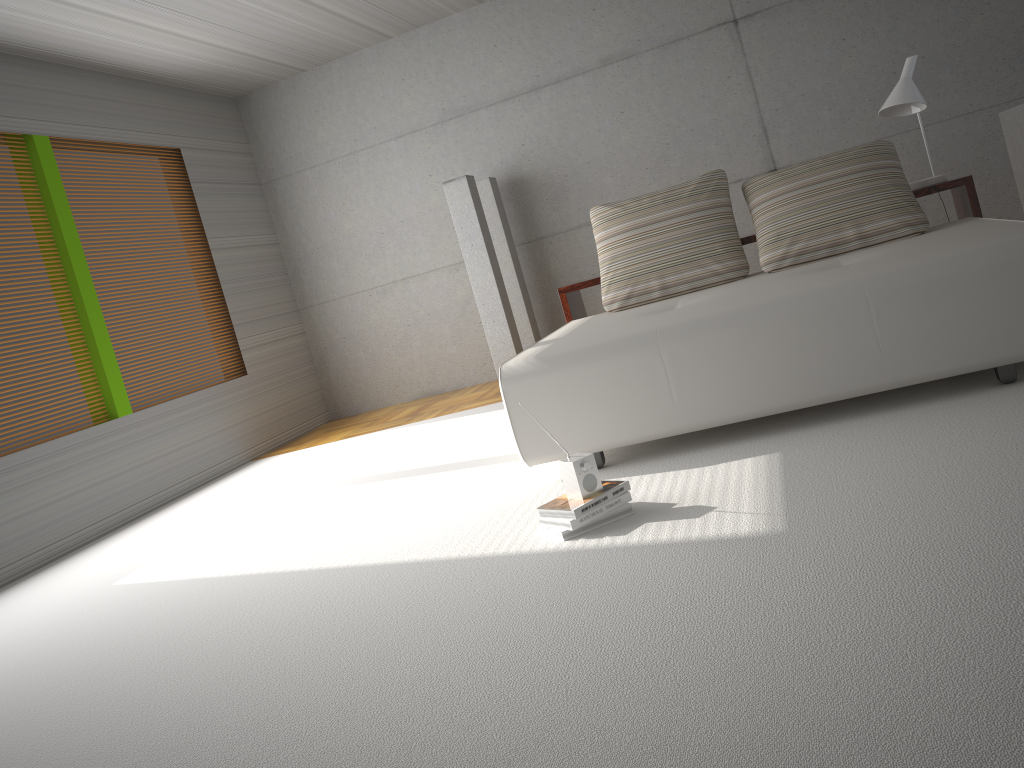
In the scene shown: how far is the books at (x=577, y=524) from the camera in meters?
2.9 m

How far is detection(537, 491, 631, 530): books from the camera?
2.88m

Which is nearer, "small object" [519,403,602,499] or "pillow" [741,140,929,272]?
"small object" [519,403,602,499]

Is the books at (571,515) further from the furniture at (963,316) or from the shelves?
the shelves

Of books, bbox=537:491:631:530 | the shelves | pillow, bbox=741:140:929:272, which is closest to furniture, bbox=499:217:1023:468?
pillow, bbox=741:140:929:272

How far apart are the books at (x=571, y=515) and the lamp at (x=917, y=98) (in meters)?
2.74

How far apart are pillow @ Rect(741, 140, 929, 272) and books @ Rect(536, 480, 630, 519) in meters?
1.9 m

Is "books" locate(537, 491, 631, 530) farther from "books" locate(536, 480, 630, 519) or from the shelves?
the shelves

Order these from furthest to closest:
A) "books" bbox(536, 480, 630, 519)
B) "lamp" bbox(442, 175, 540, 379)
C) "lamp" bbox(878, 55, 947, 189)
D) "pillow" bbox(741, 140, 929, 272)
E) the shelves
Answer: "lamp" bbox(442, 175, 540, 379) → "lamp" bbox(878, 55, 947, 189) → the shelves → "pillow" bbox(741, 140, 929, 272) → "books" bbox(536, 480, 630, 519)

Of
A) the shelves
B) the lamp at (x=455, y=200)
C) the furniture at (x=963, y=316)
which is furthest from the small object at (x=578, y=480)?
the lamp at (x=455, y=200)
